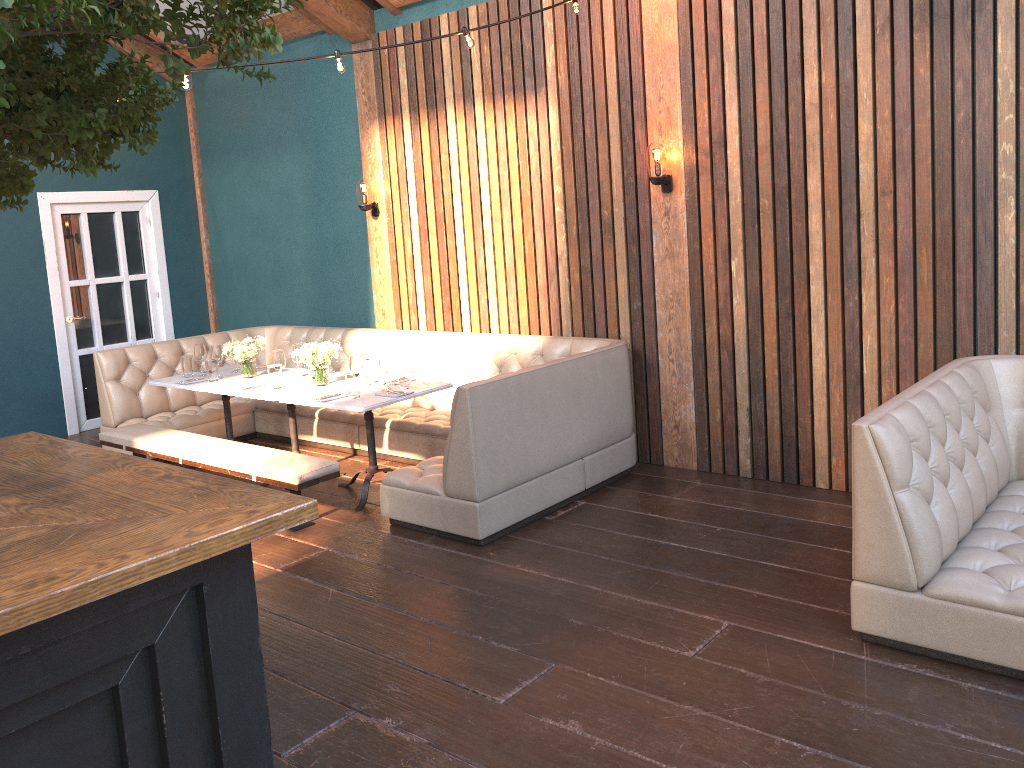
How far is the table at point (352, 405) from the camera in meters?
5.2 m

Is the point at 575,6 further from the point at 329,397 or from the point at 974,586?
the point at 974,586

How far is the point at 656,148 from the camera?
5.34m

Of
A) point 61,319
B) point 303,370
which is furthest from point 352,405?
point 61,319

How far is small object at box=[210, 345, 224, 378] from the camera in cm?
645

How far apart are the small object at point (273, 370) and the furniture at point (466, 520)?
0.9 meters

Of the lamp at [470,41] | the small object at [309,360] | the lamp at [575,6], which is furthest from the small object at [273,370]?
the lamp at [575,6]

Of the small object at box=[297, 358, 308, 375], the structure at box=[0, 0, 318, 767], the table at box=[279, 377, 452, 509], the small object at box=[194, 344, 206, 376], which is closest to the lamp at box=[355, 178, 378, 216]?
the small object at box=[297, 358, 308, 375]

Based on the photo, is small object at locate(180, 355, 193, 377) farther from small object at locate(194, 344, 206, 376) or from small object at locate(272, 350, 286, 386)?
small object at locate(272, 350, 286, 386)

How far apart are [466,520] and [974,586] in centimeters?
243cm
